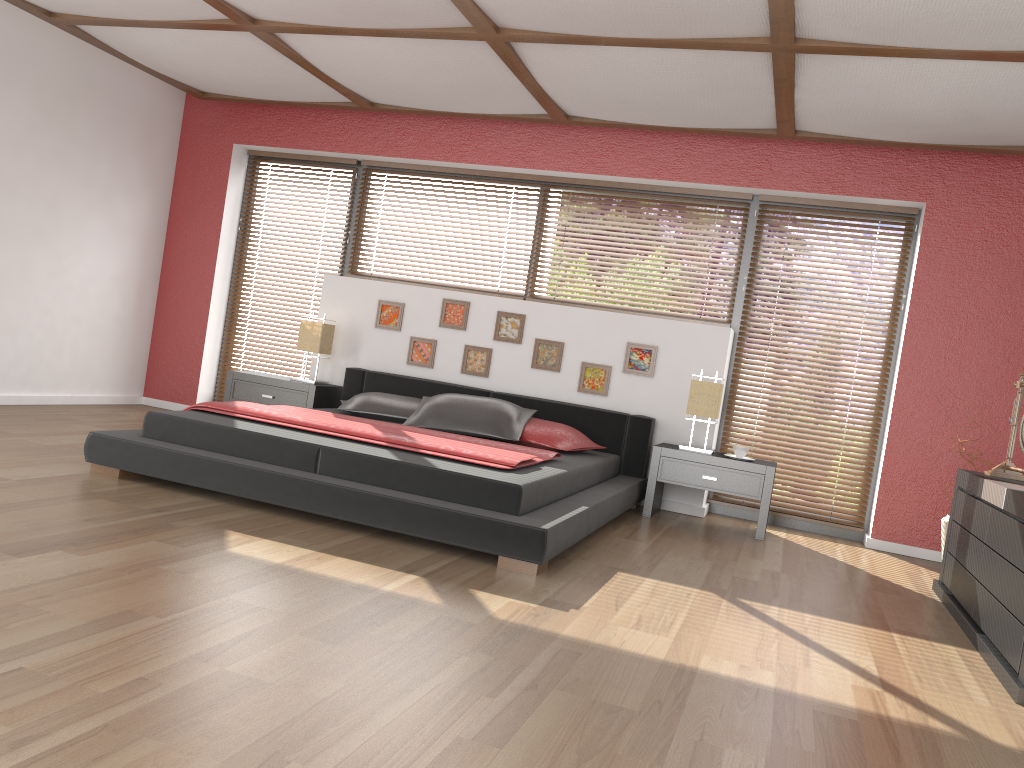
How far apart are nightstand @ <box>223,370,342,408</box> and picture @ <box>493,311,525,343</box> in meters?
1.2

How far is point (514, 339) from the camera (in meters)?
5.95

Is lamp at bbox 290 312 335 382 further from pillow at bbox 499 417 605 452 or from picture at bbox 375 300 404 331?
pillow at bbox 499 417 605 452

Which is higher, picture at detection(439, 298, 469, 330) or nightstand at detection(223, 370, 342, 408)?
picture at detection(439, 298, 469, 330)

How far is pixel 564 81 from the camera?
4.9 meters

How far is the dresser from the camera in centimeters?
295cm

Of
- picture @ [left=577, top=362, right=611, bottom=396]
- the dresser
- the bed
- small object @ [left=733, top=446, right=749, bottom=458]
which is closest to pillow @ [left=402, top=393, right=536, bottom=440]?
the bed

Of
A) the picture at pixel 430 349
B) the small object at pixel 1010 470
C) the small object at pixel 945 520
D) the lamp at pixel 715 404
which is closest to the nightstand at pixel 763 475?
the lamp at pixel 715 404

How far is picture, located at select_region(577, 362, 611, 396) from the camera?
5.8m

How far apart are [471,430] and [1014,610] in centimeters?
294cm
